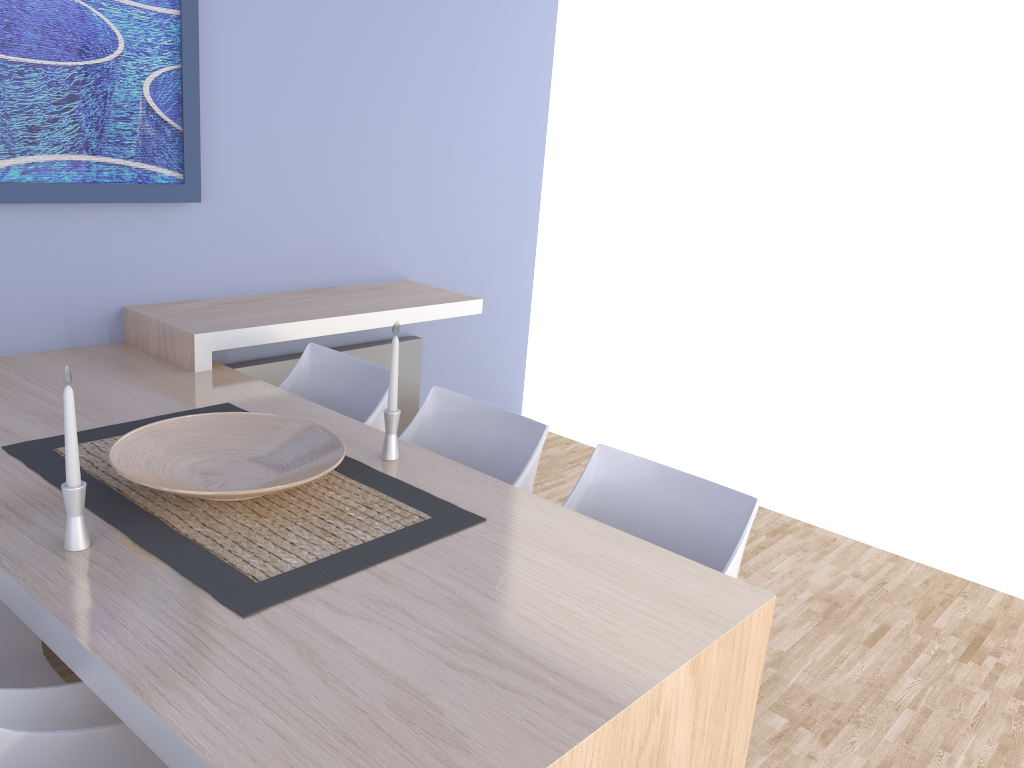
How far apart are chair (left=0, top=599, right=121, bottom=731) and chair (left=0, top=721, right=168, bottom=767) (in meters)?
0.13

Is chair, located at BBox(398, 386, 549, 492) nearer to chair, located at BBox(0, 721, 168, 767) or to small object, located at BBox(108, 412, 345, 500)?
small object, located at BBox(108, 412, 345, 500)

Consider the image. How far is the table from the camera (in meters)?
1.22

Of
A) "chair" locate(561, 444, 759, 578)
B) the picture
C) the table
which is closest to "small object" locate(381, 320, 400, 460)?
the table

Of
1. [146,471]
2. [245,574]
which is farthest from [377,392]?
[245,574]

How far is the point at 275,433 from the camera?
2.1 meters

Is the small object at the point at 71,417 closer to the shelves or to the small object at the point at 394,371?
the small object at the point at 394,371

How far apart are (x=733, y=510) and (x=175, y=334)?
1.8m

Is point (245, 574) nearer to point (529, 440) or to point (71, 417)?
point (71, 417)

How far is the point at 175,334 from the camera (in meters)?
2.79
